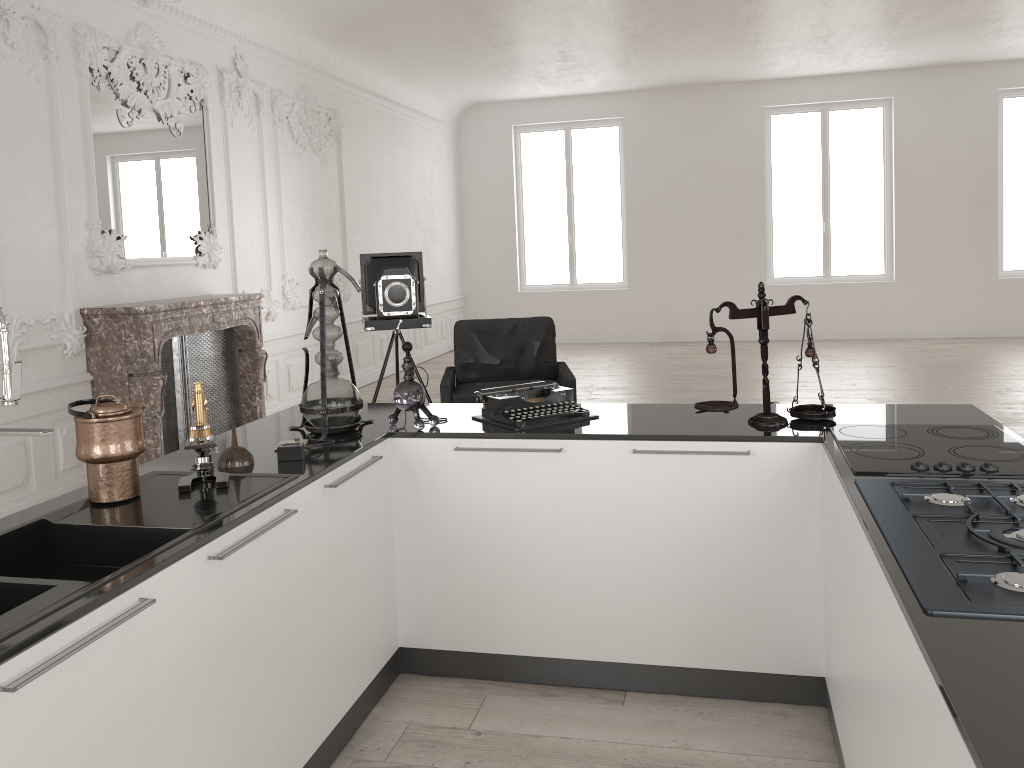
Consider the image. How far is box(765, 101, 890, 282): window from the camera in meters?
12.6 m

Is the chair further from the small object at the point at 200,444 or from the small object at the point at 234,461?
the small object at the point at 200,444

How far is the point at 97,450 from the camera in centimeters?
233cm

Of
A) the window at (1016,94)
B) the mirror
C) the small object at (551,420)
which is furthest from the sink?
the window at (1016,94)

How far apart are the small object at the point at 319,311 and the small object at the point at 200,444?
0.6 meters

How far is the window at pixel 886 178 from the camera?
12.61m

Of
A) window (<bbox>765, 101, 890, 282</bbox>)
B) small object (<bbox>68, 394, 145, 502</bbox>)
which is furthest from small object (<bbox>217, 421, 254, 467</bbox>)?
window (<bbox>765, 101, 890, 282</bbox>)

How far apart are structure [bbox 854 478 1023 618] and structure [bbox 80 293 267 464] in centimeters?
475cm

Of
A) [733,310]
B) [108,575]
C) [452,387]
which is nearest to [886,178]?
[452,387]

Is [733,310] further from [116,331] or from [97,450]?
[116,331]
